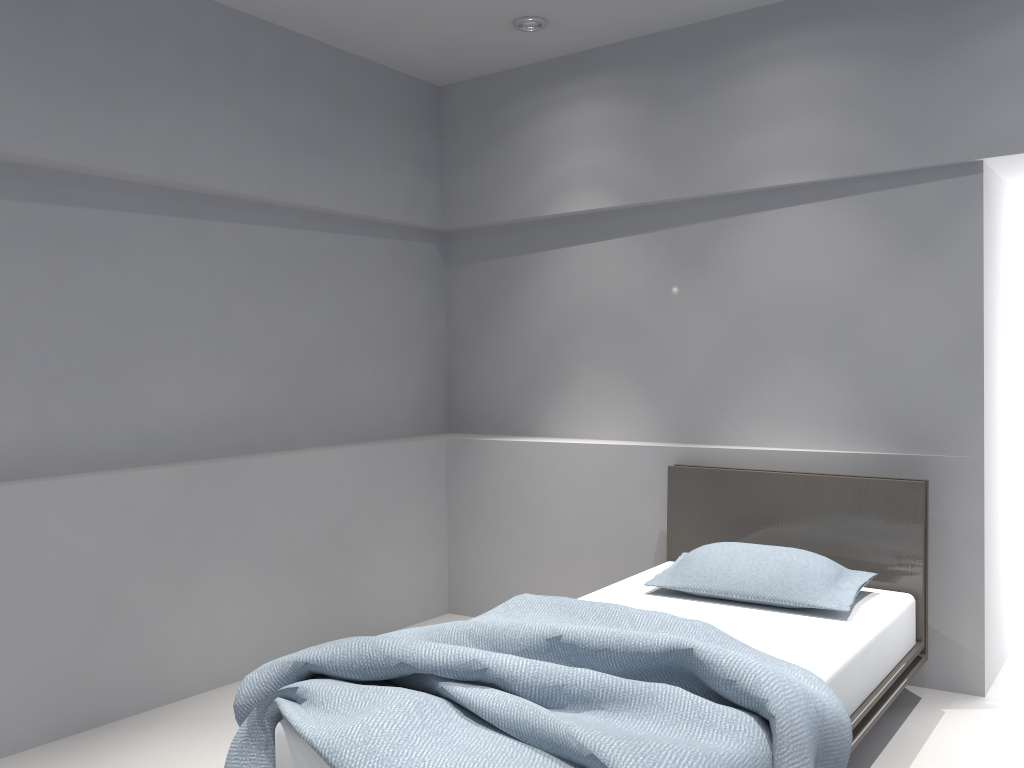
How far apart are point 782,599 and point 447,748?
1.5m

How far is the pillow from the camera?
2.98m

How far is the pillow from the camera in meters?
3.0 m

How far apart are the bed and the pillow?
0.02m

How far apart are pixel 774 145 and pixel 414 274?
1.93m

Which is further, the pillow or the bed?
the pillow

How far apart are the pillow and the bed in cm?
2

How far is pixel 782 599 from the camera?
3.0m

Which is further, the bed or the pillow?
the pillow

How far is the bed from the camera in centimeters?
189cm
